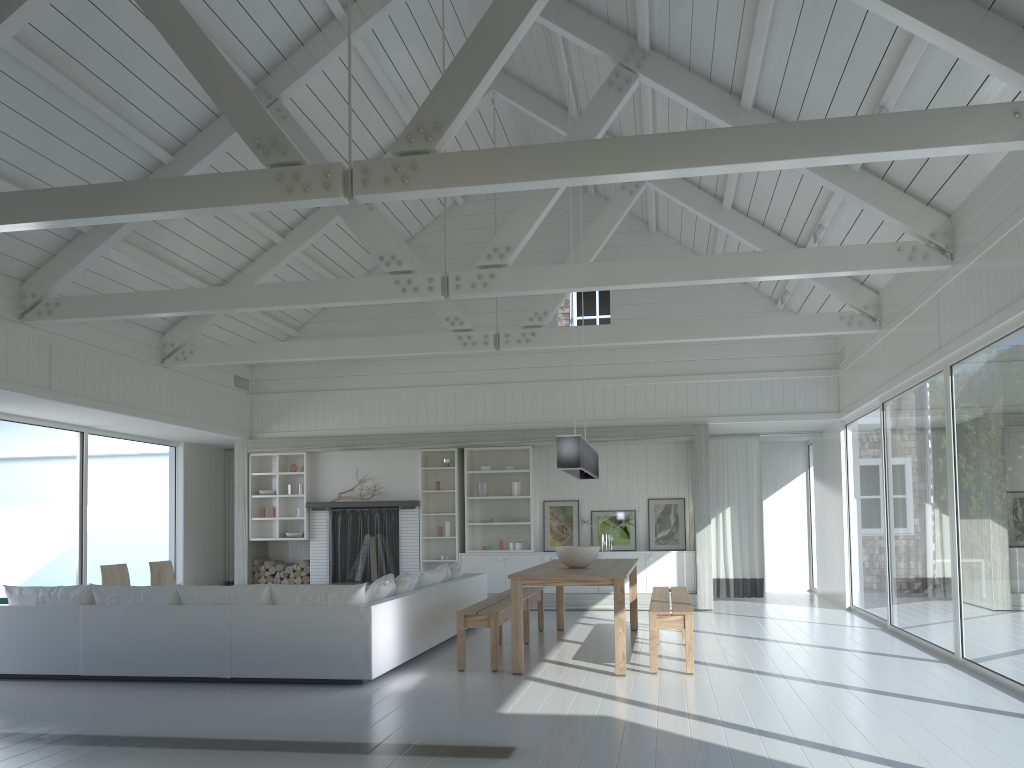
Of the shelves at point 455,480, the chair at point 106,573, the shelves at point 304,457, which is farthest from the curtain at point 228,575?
the chair at point 106,573

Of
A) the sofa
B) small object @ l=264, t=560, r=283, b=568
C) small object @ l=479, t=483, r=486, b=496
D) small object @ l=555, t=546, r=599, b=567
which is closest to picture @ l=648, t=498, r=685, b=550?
small object @ l=479, t=483, r=486, b=496

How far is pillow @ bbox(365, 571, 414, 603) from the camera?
6.9m

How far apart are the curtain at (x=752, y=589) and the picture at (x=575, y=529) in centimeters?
216cm

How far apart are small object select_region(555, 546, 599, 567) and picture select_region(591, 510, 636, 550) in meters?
4.4

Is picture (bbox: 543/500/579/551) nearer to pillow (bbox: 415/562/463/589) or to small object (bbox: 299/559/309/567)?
pillow (bbox: 415/562/463/589)

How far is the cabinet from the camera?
11.39m

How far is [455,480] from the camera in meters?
12.1 m

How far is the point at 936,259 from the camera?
6.9m

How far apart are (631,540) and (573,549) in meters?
4.6
